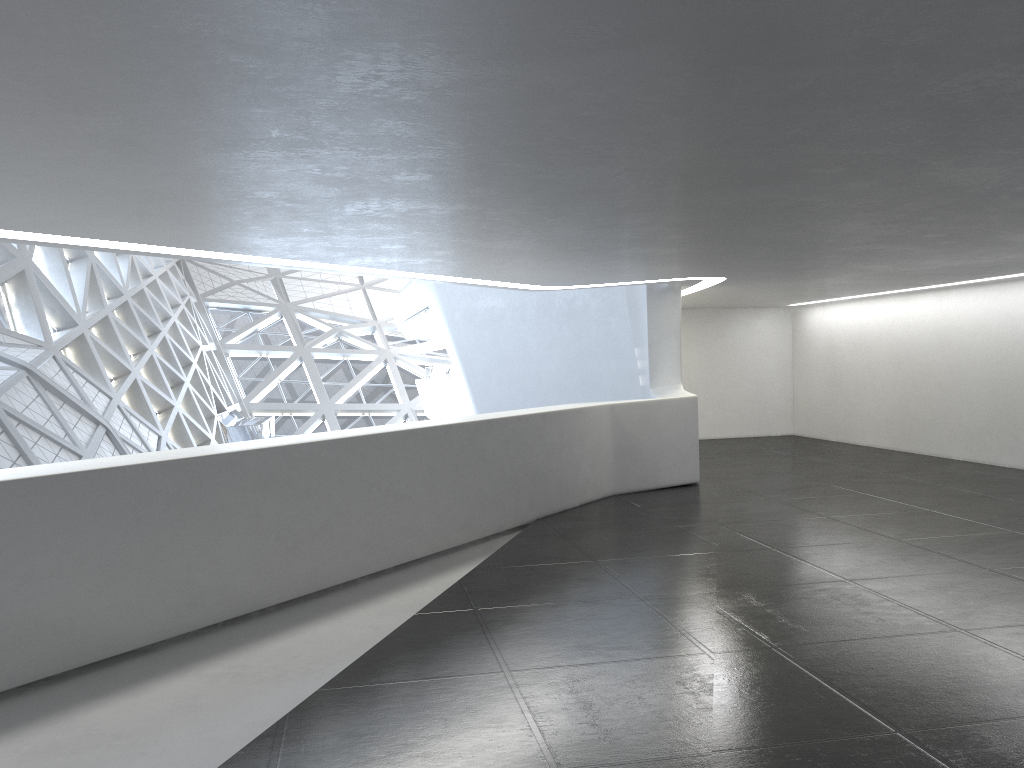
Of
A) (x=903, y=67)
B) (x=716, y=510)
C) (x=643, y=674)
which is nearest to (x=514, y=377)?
(x=716, y=510)
